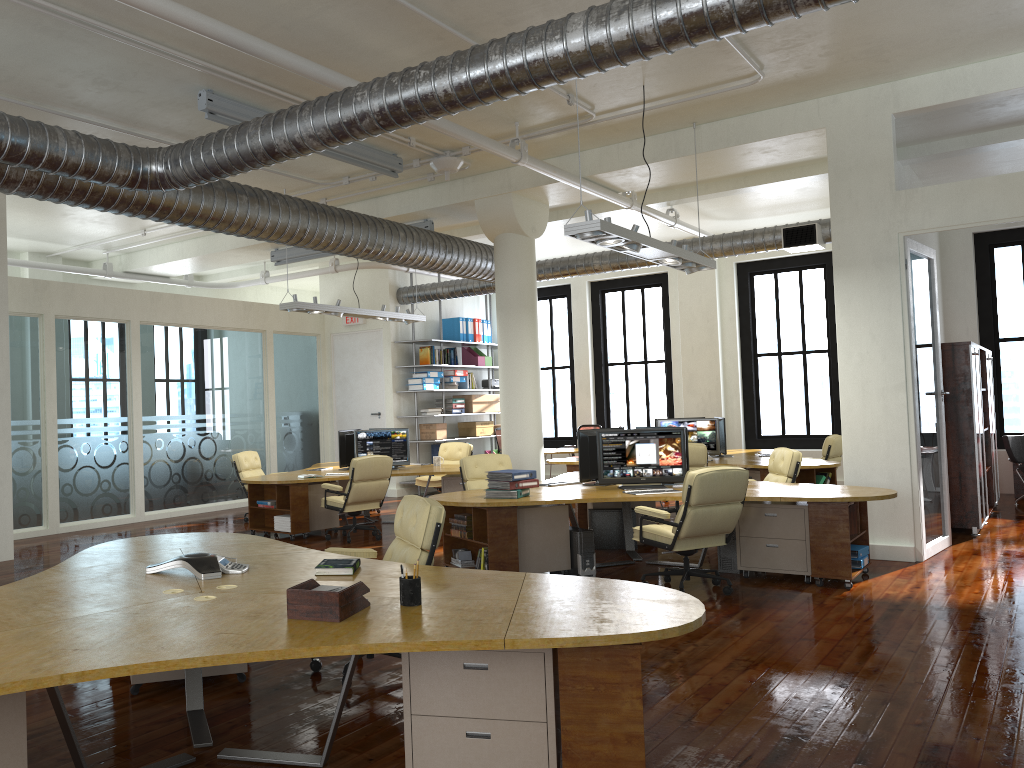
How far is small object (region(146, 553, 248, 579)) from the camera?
4.38m

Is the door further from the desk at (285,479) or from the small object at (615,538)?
the small object at (615,538)

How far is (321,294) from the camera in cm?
1689

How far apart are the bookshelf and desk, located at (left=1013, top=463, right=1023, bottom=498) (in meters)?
8.59

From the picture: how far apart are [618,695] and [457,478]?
8.51m

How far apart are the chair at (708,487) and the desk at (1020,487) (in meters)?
8.26

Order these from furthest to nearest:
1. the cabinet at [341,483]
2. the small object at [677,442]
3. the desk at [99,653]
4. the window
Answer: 1. the window
2. the cabinet at [341,483]
3. the small object at [677,442]
4. the desk at [99,653]

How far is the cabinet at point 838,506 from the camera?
7.0m

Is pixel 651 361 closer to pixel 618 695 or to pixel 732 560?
pixel 732 560

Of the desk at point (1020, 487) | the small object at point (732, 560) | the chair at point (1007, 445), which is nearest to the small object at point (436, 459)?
the small object at point (732, 560)
